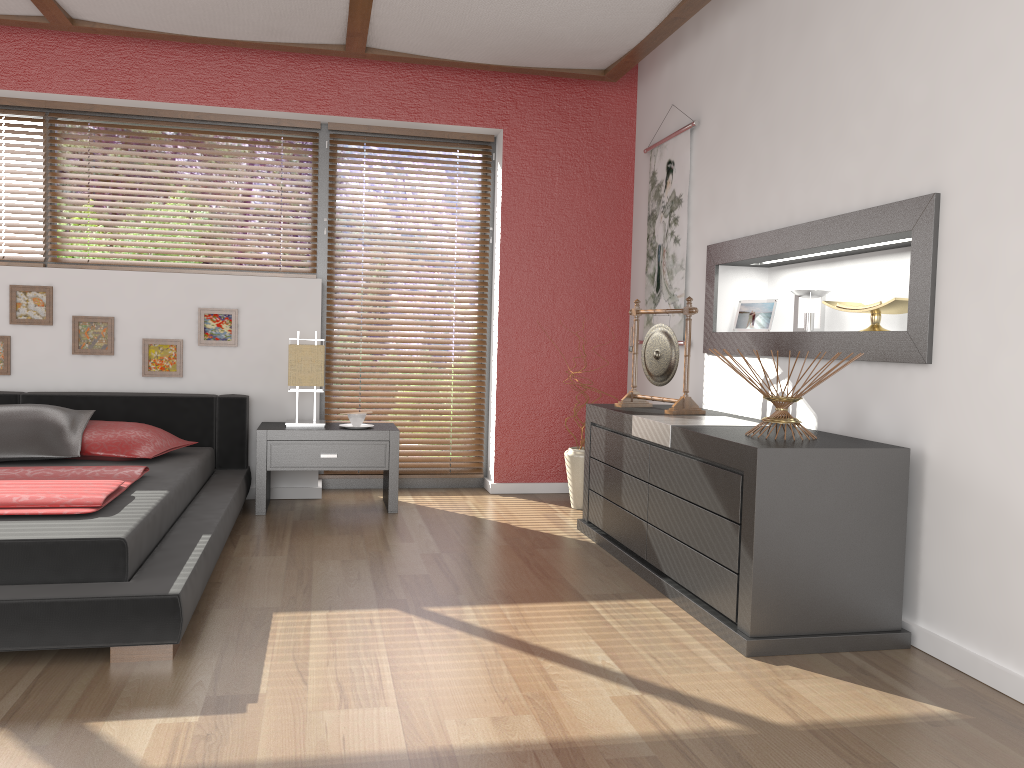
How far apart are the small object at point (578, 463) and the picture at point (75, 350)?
2.4m

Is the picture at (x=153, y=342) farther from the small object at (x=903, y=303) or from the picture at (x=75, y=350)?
the small object at (x=903, y=303)

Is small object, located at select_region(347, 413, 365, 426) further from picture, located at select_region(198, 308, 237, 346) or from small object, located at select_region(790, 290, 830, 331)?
small object, located at select_region(790, 290, 830, 331)

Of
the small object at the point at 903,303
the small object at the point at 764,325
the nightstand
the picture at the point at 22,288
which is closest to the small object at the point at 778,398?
the small object at the point at 903,303

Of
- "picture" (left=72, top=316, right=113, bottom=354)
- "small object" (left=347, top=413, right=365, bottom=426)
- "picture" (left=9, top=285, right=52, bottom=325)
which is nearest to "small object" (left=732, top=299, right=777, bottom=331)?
"small object" (left=347, top=413, right=365, bottom=426)

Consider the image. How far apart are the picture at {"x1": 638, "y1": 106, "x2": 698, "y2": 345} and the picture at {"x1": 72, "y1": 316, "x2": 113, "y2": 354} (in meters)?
2.86

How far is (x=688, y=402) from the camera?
3.74m

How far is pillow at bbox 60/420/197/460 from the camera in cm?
390

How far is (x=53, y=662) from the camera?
2.4m

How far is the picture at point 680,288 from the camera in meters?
4.5 m
